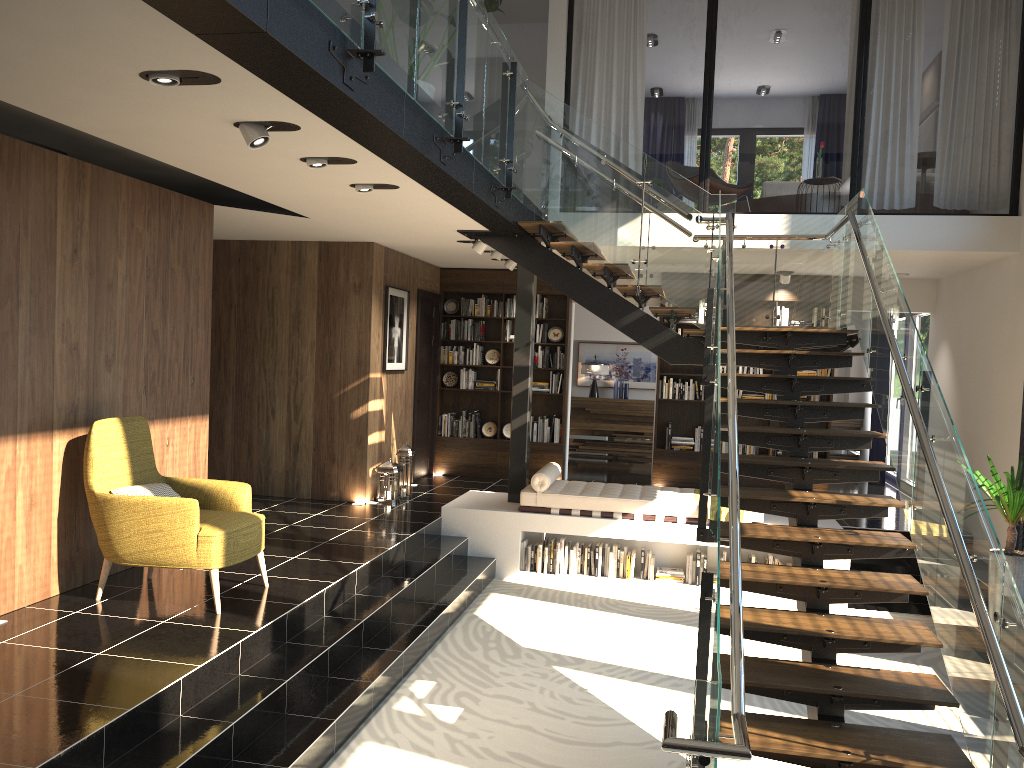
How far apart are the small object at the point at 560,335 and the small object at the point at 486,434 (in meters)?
1.36

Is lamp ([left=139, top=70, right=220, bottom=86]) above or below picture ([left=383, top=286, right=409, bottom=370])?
above

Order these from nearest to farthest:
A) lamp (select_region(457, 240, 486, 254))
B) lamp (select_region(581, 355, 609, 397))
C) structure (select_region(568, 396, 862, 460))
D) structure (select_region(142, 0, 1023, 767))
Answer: structure (select_region(142, 0, 1023, 767)) → lamp (select_region(457, 240, 486, 254)) → structure (select_region(568, 396, 862, 460)) → lamp (select_region(581, 355, 609, 397))

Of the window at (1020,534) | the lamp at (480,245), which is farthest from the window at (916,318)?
the lamp at (480,245)

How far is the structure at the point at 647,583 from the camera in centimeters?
823cm

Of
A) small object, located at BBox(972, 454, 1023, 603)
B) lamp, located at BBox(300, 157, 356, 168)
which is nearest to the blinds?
small object, located at BBox(972, 454, 1023, 603)

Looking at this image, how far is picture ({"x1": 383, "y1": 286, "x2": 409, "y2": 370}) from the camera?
9.6 meters

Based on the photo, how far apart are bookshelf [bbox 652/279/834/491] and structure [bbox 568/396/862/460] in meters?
2.9

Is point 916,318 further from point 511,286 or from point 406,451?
point 406,451

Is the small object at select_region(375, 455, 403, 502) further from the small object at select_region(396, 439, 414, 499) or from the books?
A: the books
